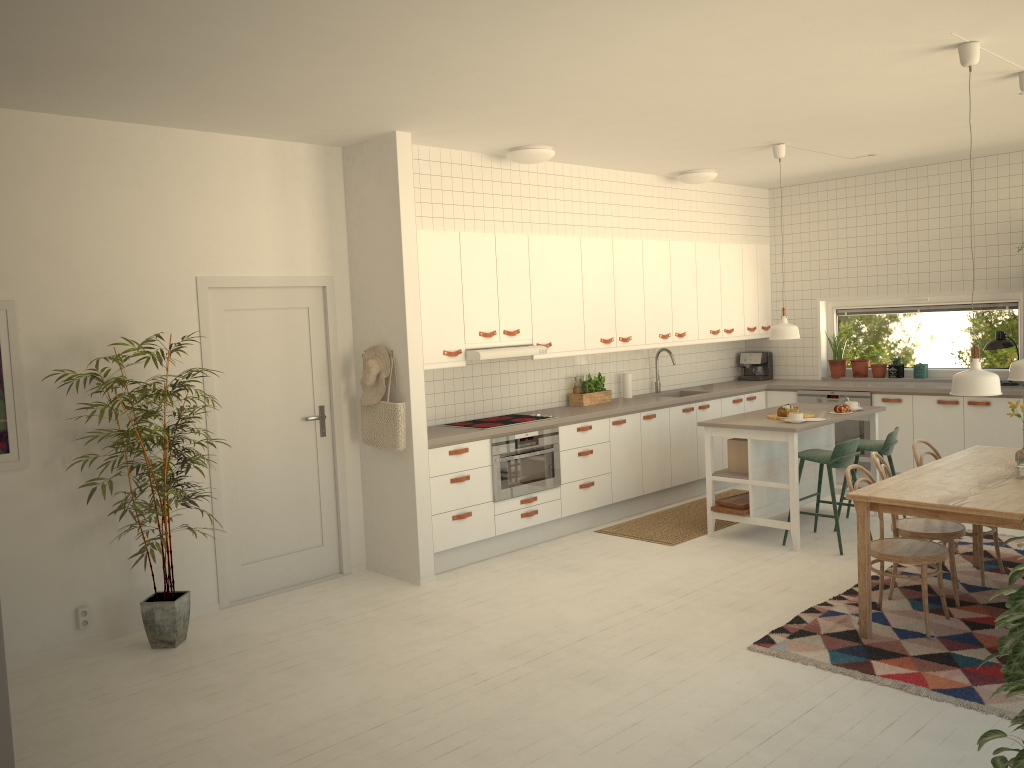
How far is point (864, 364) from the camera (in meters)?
8.59

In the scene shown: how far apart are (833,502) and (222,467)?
4.02m

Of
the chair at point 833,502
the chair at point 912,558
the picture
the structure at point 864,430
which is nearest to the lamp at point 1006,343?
the structure at point 864,430

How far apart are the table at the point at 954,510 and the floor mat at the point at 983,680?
0.0 meters

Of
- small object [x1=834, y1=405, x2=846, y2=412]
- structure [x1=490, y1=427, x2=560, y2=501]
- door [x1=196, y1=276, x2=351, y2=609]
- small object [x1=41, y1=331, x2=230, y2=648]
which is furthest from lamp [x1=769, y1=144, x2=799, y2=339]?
small object [x1=41, y1=331, x2=230, y2=648]

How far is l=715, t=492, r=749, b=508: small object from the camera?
6.5 meters

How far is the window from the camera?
8.9m

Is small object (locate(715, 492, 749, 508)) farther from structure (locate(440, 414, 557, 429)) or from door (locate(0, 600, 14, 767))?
door (locate(0, 600, 14, 767))

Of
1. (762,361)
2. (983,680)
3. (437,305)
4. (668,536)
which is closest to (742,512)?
(668,536)

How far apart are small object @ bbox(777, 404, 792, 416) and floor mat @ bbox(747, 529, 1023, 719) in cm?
139
